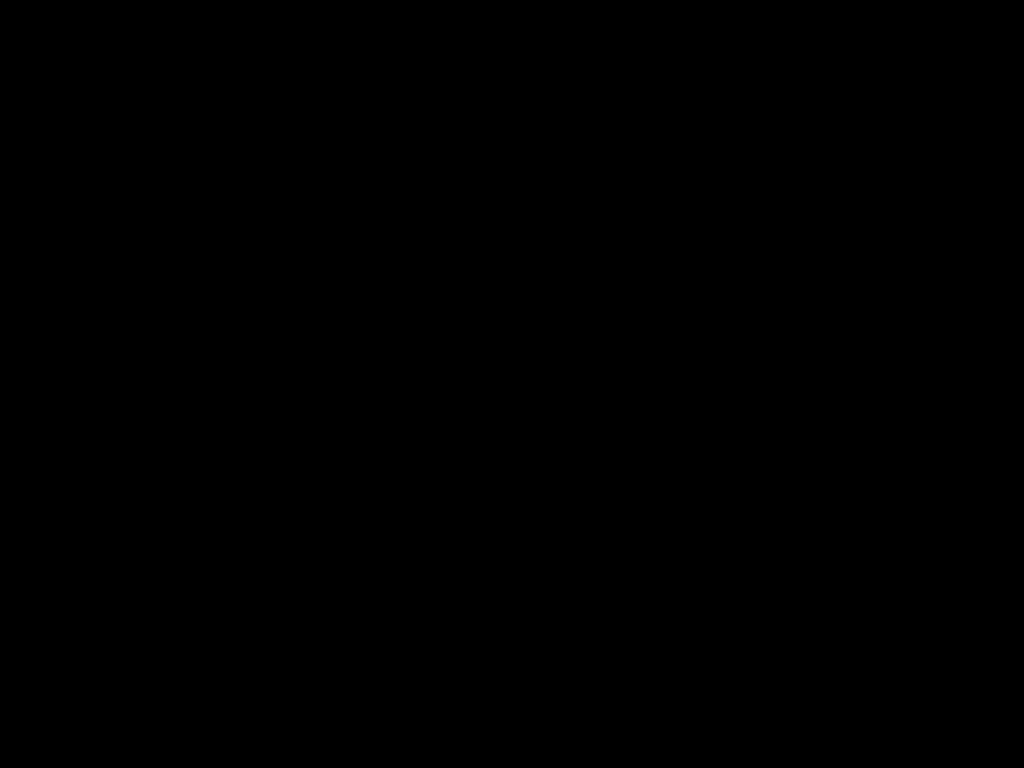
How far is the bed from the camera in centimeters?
38cm

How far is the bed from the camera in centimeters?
38cm
